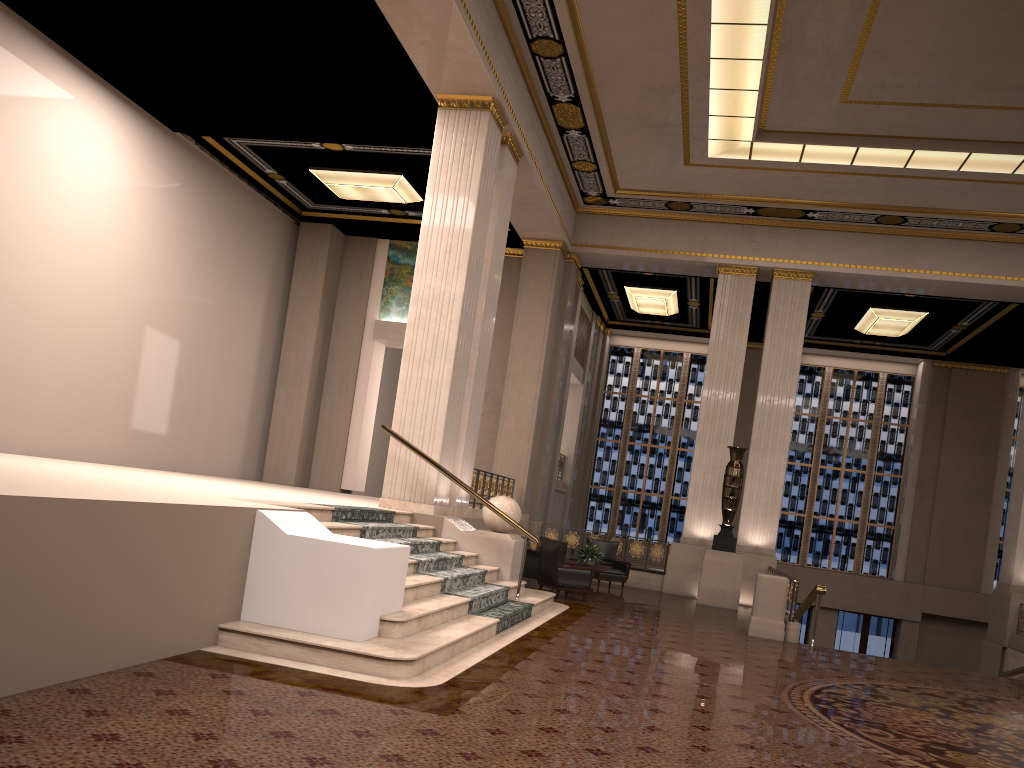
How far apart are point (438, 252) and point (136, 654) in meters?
7.4 m

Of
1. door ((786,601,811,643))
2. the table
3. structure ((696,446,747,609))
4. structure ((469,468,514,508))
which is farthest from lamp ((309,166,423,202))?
door ((786,601,811,643))

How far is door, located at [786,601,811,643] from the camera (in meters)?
22.35

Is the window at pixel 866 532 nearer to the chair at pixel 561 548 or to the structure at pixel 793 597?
the structure at pixel 793 597

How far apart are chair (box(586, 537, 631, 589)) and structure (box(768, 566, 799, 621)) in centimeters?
247cm

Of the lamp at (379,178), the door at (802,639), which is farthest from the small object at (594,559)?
the door at (802,639)

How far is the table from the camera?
13.64m

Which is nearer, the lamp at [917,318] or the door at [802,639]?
the lamp at [917,318]

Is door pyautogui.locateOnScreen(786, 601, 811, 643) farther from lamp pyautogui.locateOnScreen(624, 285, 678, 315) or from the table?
the table

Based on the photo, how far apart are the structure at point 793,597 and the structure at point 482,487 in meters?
4.8
